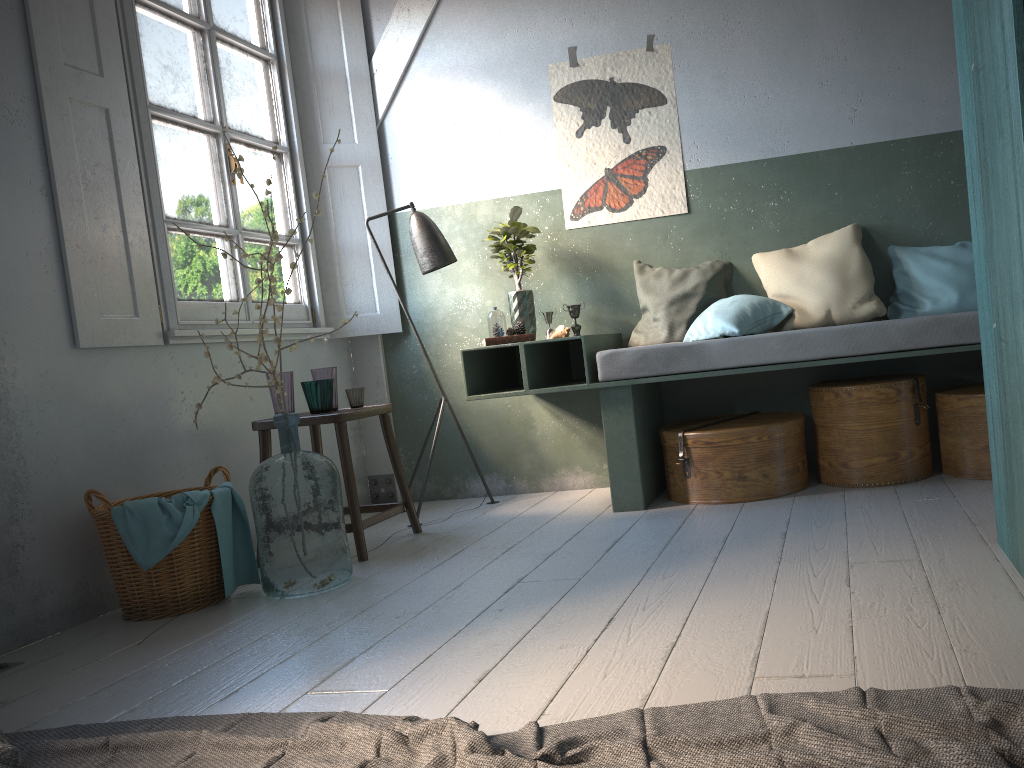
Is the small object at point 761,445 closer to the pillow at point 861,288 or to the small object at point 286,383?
the pillow at point 861,288

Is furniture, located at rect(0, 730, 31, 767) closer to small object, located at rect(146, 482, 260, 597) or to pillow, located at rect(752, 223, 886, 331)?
small object, located at rect(146, 482, 260, 597)

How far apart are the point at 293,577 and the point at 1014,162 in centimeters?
294cm

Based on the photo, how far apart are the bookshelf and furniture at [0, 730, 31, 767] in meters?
2.4 m

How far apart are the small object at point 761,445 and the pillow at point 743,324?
0.5 meters

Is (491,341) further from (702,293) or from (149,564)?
(149,564)

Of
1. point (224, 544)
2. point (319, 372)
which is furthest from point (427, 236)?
point (224, 544)

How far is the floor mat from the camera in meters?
1.6

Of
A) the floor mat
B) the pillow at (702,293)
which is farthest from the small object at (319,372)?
the floor mat

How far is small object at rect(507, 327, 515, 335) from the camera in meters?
4.8 m
